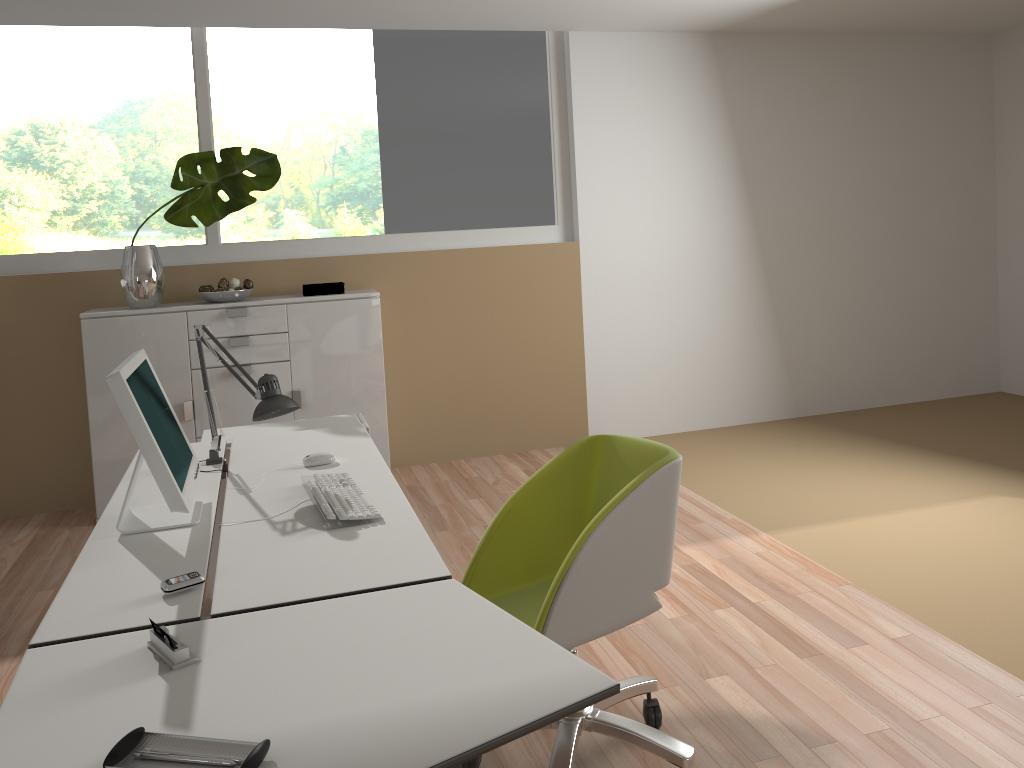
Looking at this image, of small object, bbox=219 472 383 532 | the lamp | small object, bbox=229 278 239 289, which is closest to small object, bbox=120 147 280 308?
small object, bbox=229 278 239 289

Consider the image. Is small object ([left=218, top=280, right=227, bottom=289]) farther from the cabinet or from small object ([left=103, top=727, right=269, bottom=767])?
small object ([left=103, top=727, right=269, bottom=767])

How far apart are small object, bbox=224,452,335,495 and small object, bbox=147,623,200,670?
1.2m

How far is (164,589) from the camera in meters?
1.9

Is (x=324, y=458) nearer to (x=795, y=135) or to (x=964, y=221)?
(x=795, y=135)

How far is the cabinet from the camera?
4.5m

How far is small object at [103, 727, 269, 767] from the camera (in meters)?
1.27

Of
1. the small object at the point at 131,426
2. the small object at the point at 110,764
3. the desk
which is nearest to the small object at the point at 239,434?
the desk

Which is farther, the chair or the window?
the window

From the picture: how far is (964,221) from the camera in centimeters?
636cm
